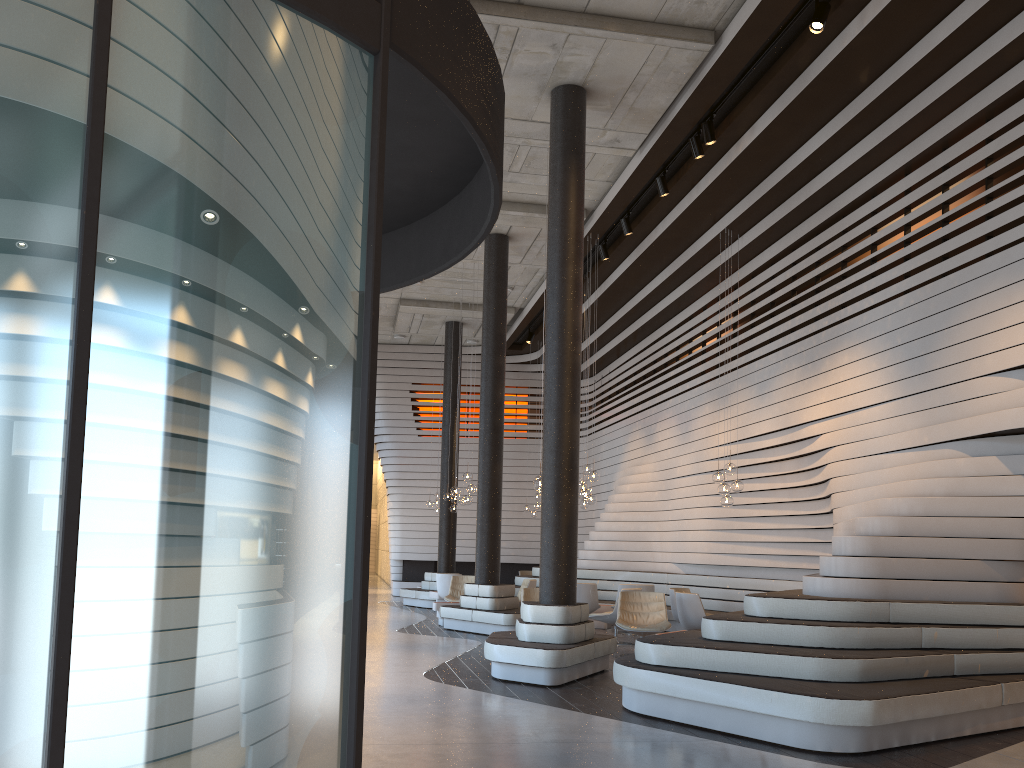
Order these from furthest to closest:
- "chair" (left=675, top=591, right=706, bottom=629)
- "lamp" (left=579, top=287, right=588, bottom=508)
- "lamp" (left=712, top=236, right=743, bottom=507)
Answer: "lamp" (left=579, top=287, right=588, bottom=508) → "lamp" (left=712, top=236, right=743, bottom=507) → "chair" (left=675, top=591, right=706, bottom=629)

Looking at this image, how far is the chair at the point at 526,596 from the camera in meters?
10.8

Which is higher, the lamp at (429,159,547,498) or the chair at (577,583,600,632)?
the lamp at (429,159,547,498)

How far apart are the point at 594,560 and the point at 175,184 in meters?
14.9 m

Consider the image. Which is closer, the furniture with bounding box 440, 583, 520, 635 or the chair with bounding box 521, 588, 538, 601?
the chair with bounding box 521, 588, 538, 601

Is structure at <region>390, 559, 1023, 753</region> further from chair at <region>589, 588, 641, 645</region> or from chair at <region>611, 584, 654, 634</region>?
chair at <region>589, 588, 641, 645</region>

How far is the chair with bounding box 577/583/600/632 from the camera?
13.0m

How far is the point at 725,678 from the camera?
6.07m

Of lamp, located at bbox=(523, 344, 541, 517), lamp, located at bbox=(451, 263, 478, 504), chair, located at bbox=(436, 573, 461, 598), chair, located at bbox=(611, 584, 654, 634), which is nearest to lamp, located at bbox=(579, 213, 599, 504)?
chair, located at bbox=(611, 584, 654, 634)

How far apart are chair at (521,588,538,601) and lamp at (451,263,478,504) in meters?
3.6 m
